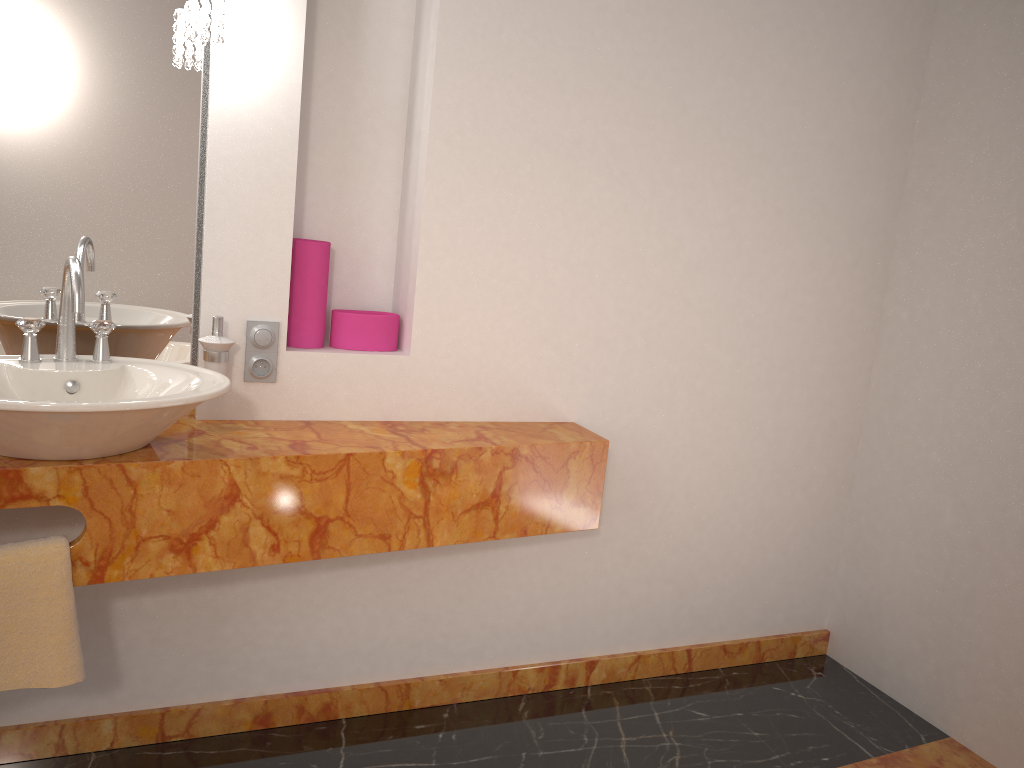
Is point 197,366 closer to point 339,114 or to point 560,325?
point 339,114

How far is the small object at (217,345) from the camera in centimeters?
190cm

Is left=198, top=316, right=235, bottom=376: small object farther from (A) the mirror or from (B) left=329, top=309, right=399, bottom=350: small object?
(B) left=329, top=309, right=399, bottom=350: small object

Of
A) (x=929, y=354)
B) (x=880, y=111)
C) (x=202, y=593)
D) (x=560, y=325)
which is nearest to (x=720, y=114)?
(x=880, y=111)

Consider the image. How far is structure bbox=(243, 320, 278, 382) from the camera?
2.0m

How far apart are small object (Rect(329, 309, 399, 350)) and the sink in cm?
45

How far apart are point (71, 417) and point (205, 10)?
0.9m

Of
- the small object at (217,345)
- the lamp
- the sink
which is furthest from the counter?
the lamp

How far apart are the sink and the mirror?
0.2 meters

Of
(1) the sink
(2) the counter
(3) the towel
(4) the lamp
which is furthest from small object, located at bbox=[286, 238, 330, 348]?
(3) the towel
